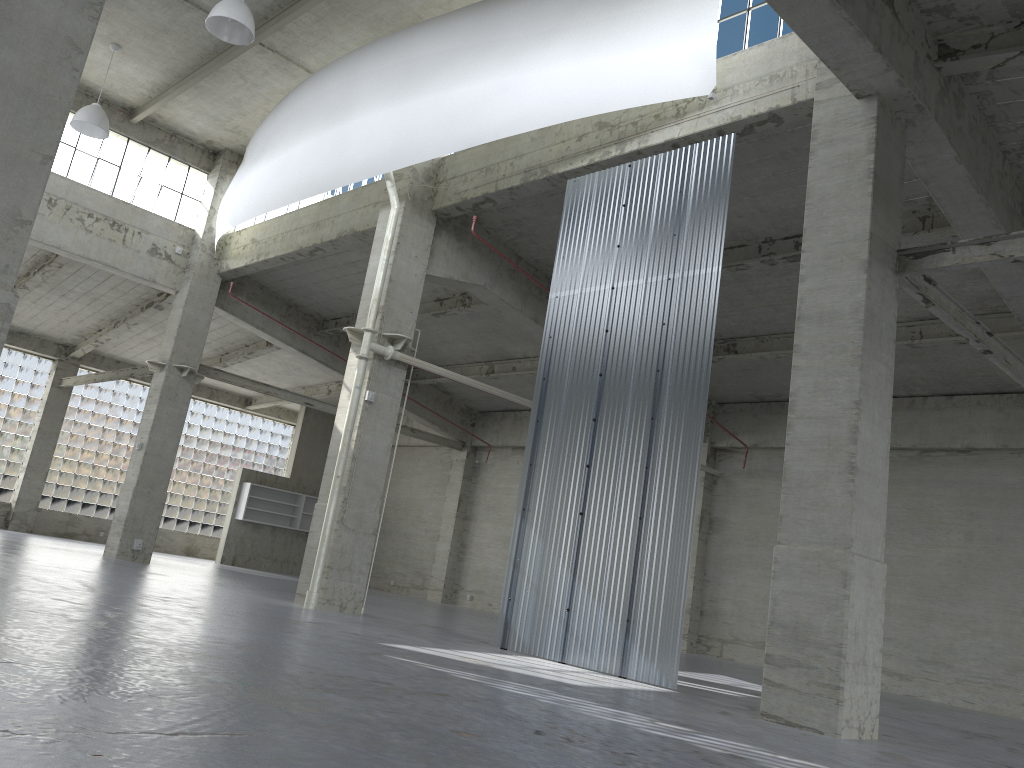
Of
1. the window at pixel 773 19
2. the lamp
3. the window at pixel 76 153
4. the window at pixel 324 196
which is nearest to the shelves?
the window at pixel 76 153

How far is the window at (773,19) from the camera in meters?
17.6 m

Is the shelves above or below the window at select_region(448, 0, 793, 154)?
below

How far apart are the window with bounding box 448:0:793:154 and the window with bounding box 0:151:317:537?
37.1m

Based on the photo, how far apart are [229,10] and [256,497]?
28.72m

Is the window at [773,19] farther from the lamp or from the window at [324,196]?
the window at [324,196]

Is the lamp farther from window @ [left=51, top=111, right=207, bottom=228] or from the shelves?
the shelves

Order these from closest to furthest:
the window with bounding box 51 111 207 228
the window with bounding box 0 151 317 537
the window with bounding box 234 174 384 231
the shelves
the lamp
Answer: the lamp < the window with bounding box 234 174 384 231 < the window with bounding box 51 111 207 228 < the window with bounding box 0 151 317 537 < the shelves

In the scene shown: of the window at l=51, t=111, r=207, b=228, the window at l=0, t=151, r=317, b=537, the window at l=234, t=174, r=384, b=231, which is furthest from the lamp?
the window at l=0, t=151, r=317, b=537

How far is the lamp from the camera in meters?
19.9
